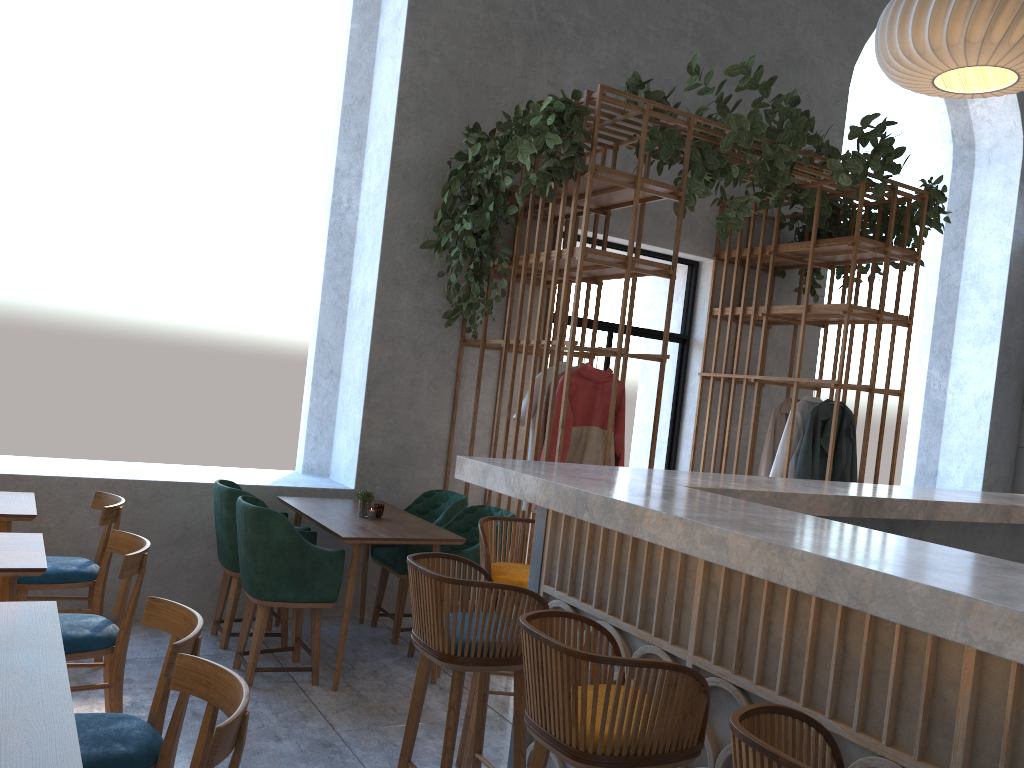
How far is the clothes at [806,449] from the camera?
6.0 meters

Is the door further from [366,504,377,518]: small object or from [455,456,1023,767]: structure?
[455,456,1023,767]: structure

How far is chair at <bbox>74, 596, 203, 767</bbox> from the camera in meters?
2.3

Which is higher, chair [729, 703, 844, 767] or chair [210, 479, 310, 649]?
chair [729, 703, 844, 767]

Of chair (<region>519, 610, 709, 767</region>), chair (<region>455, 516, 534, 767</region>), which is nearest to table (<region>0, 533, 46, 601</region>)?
chair (<region>455, 516, 534, 767</region>)

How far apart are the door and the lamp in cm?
303

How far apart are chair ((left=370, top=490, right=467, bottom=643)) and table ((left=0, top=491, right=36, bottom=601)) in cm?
186

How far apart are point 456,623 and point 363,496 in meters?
2.5 m

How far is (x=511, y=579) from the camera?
3.23m

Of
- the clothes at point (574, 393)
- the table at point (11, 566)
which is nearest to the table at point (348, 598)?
the clothes at point (574, 393)
